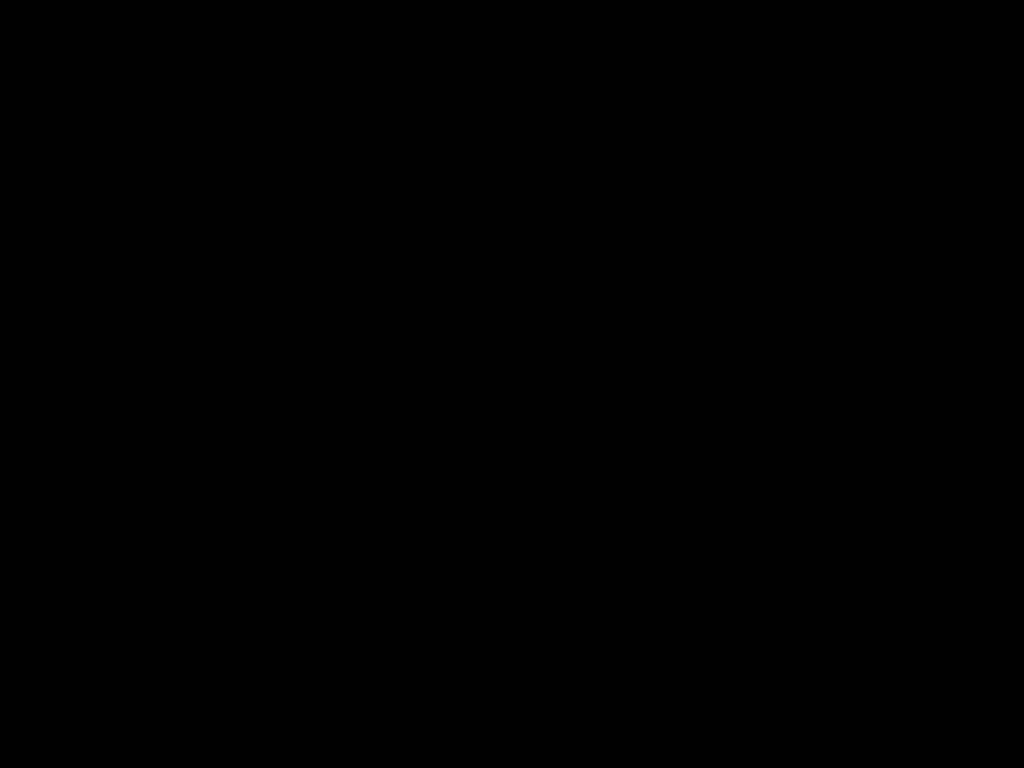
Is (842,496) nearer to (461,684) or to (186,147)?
(186,147)
